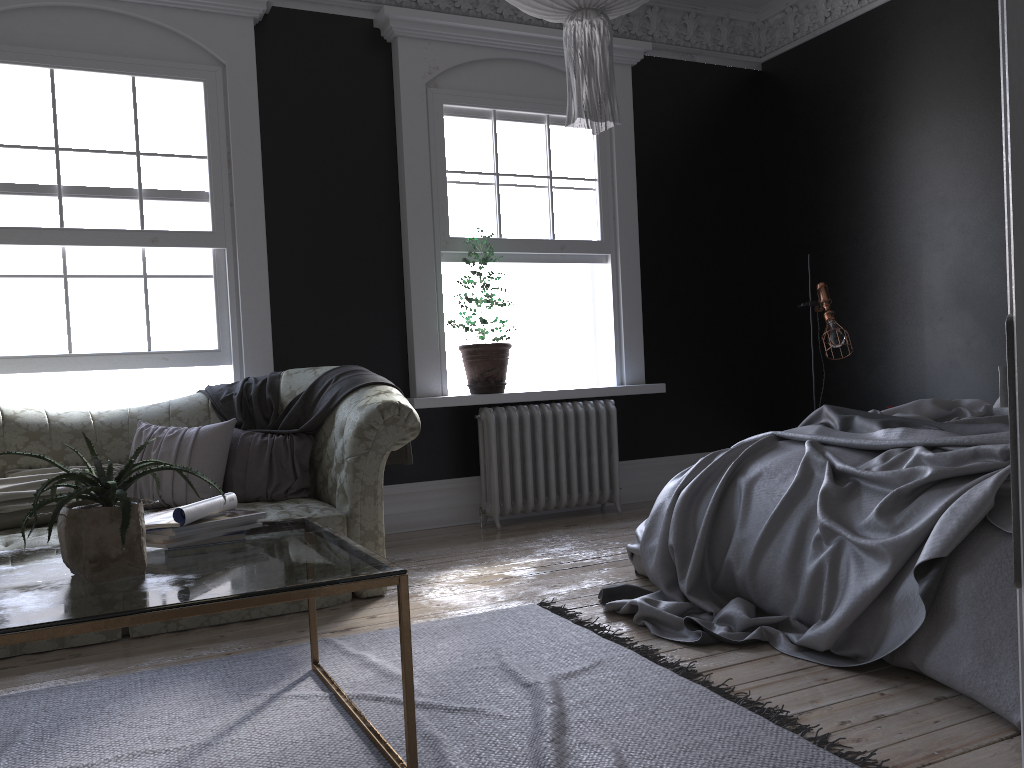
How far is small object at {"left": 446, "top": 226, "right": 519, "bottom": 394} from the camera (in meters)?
5.99

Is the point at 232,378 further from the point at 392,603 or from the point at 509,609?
the point at 509,609

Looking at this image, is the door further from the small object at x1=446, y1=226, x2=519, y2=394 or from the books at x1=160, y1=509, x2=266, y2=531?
the small object at x1=446, y1=226, x2=519, y2=394

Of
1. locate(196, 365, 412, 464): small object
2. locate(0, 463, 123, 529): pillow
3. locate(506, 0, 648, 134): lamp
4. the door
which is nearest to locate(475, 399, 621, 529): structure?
locate(196, 365, 412, 464): small object

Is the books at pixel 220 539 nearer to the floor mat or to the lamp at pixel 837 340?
the floor mat

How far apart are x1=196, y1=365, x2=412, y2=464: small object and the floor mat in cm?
114

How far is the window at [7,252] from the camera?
5.0m

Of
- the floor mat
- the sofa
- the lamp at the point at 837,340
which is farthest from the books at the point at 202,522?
the lamp at the point at 837,340

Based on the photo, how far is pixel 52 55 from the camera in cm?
506

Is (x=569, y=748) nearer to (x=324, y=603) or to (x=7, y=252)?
(x=324, y=603)
